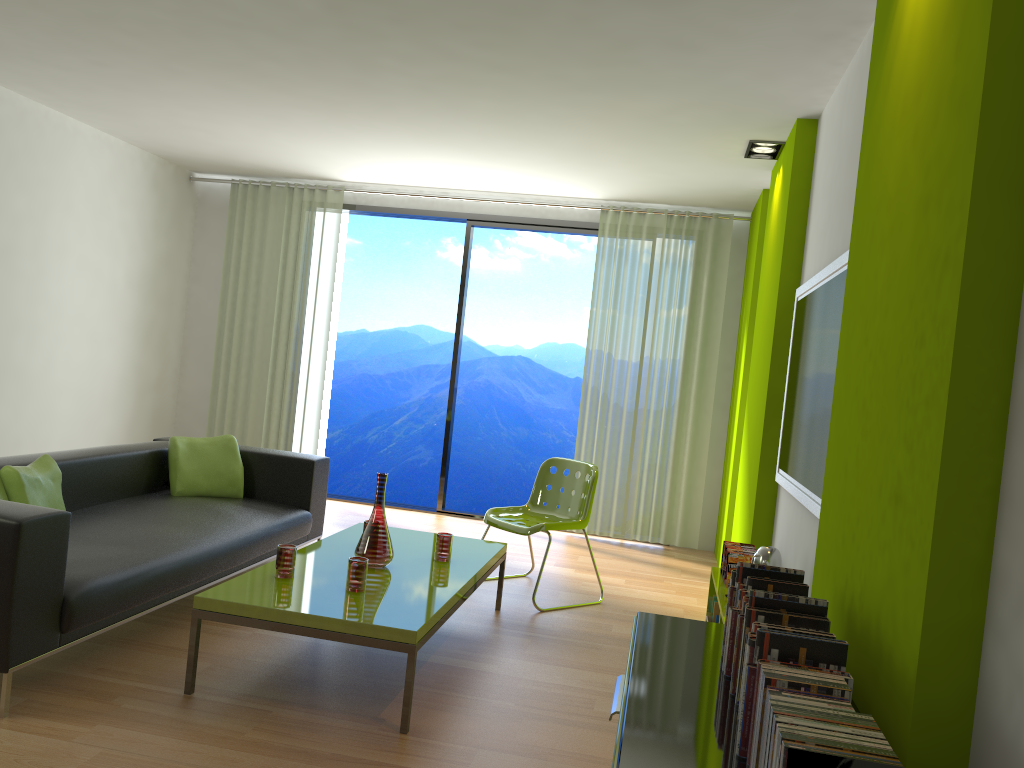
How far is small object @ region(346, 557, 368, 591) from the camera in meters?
3.3

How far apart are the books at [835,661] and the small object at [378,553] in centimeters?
232cm

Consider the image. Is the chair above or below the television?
below

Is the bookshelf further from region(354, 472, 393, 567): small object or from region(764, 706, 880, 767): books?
region(764, 706, 880, 767): books

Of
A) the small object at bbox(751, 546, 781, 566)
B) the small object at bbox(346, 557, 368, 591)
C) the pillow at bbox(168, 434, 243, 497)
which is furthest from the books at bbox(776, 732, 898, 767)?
the pillow at bbox(168, 434, 243, 497)

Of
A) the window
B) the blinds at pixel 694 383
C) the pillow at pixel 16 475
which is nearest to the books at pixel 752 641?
the pillow at pixel 16 475

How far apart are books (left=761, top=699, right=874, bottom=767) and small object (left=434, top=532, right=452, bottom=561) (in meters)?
2.74

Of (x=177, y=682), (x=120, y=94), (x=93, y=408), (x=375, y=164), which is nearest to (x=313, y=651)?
(x=177, y=682)

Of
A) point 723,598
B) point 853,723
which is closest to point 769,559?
point 723,598

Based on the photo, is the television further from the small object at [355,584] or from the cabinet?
the small object at [355,584]
